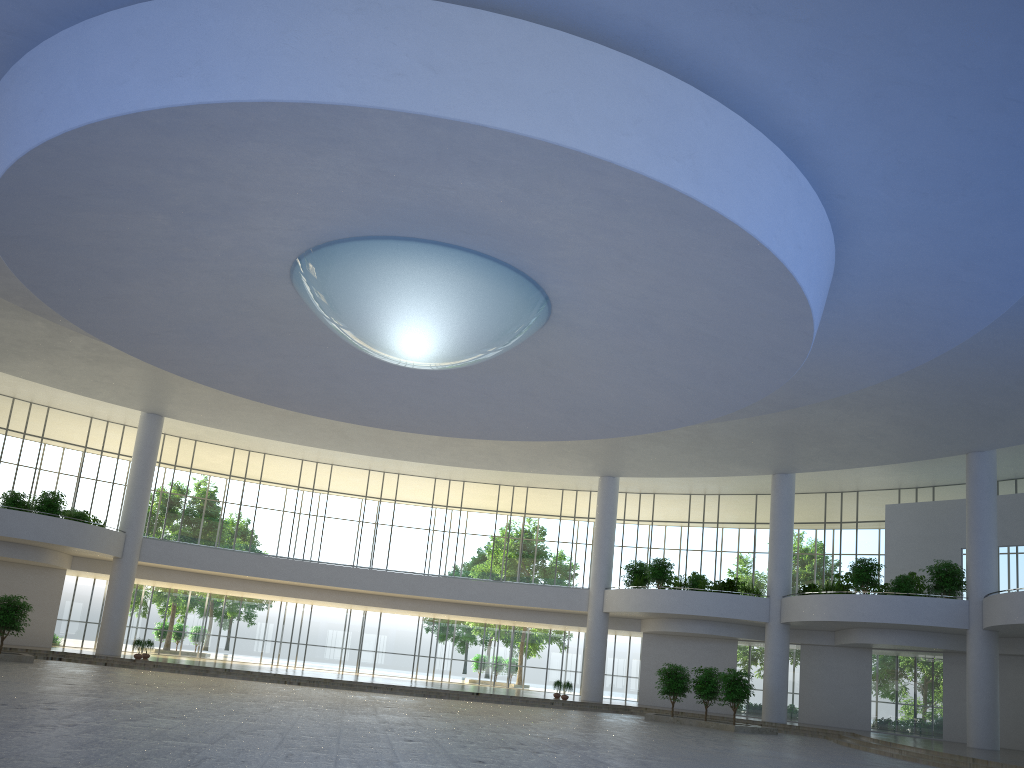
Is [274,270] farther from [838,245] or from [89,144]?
[838,245]

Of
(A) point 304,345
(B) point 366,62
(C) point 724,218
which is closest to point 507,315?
(C) point 724,218
